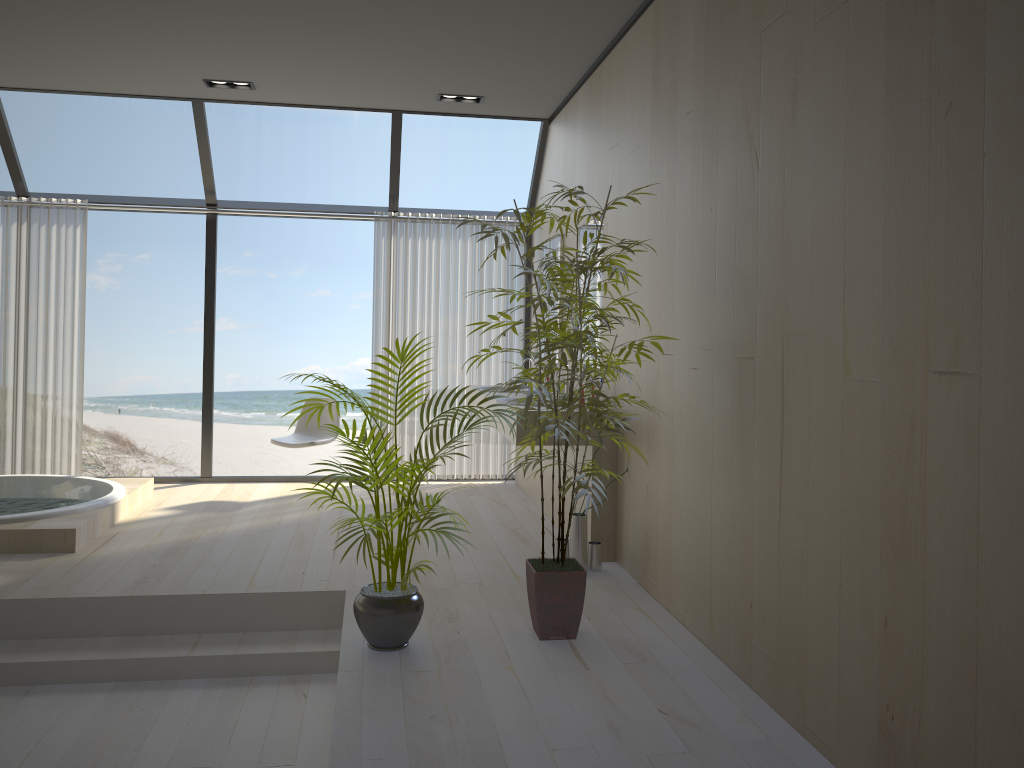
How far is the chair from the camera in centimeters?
623cm

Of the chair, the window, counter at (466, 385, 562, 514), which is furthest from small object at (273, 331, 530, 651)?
the window

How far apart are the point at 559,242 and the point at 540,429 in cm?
295

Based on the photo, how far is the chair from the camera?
6.23m

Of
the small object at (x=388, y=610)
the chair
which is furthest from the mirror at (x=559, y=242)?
the small object at (x=388, y=610)

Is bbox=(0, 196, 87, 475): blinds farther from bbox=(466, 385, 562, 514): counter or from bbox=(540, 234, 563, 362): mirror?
bbox=(540, 234, 563, 362): mirror

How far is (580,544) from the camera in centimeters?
432cm

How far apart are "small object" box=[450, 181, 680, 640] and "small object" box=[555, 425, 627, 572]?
0.8 meters

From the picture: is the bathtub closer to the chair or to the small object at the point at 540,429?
the chair

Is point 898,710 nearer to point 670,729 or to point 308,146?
point 670,729
